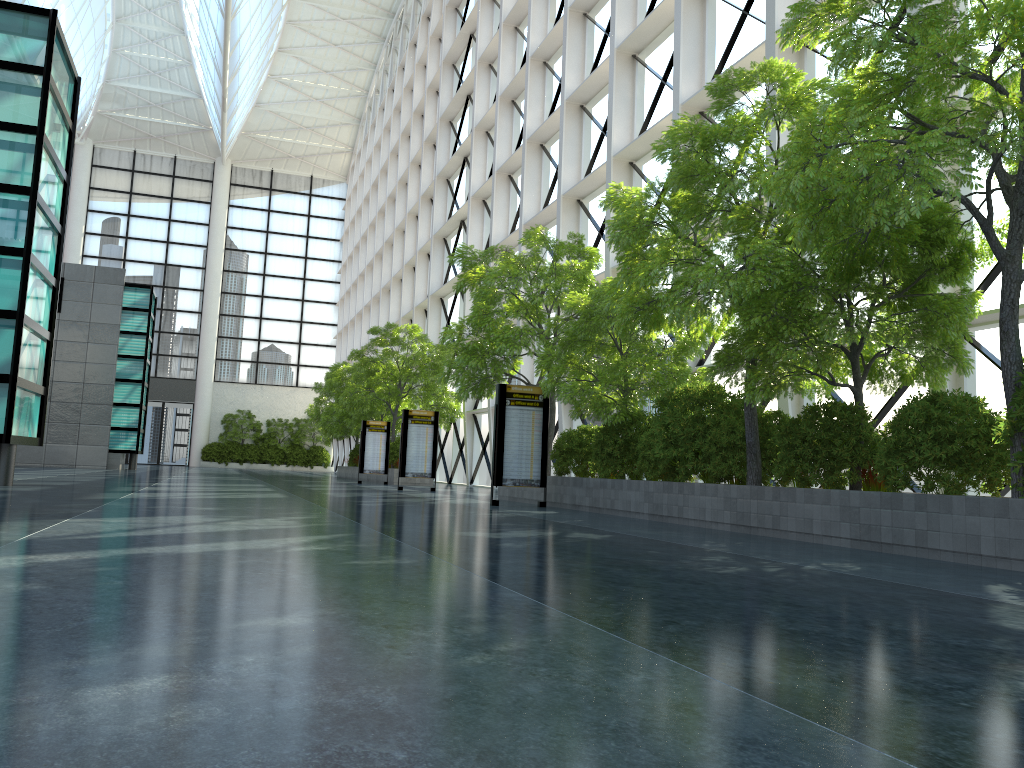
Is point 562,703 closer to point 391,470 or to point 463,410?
point 391,470

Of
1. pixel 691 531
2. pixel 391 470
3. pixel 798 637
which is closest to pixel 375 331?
pixel 391 470
